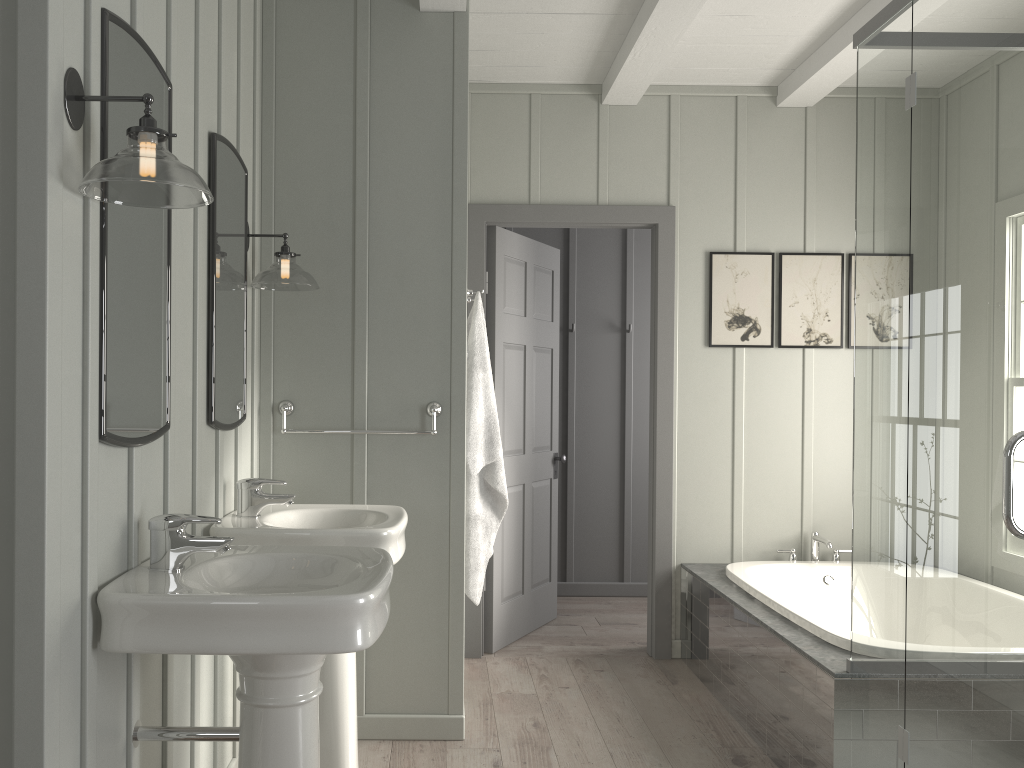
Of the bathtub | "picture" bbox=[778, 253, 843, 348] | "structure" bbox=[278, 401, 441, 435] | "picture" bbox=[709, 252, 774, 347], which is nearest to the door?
"picture" bbox=[709, 252, 774, 347]

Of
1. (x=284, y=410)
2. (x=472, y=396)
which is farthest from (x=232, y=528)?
(x=472, y=396)

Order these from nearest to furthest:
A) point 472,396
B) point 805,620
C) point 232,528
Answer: point 232,528 < point 805,620 < point 472,396

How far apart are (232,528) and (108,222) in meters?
1.0 m

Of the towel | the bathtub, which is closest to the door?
the bathtub

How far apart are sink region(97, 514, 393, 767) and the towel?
1.2m

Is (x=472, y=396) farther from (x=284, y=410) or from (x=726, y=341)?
(x=726, y=341)

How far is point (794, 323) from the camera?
4.4m

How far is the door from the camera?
4.3 meters

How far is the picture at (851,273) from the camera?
4.4m
